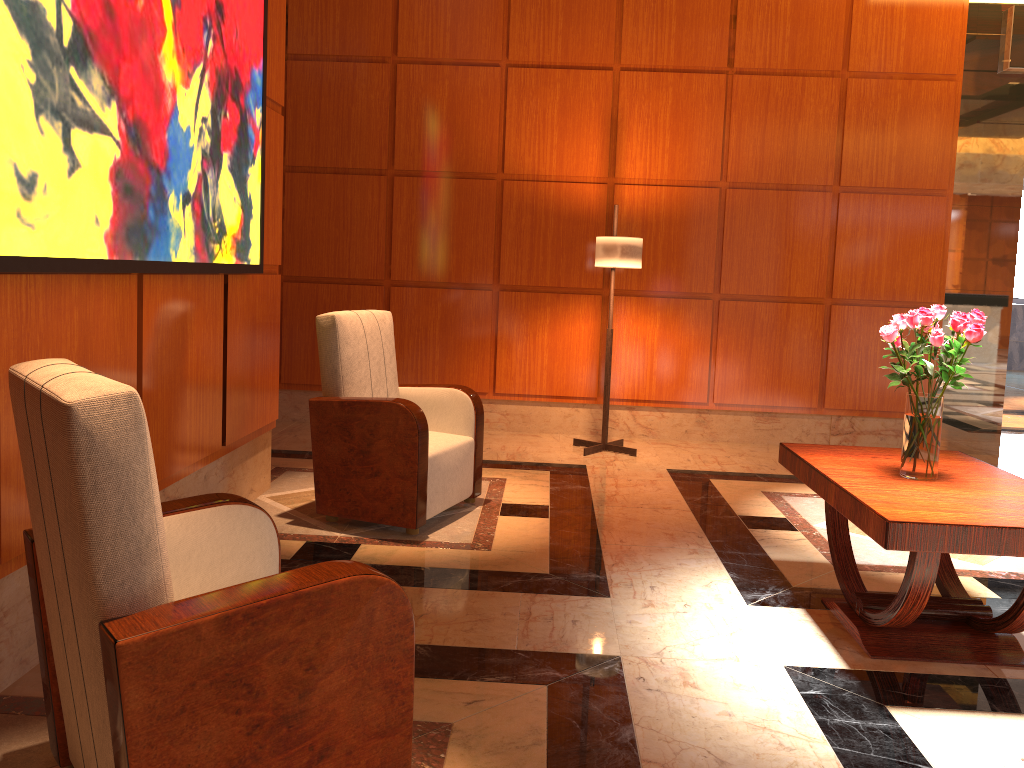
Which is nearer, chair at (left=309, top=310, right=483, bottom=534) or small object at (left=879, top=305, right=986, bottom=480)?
small object at (left=879, top=305, right=986, bottom=480)

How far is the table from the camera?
2.5m

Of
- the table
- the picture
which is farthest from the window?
the picture

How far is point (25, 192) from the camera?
2.2 meters

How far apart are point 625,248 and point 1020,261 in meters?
10.9

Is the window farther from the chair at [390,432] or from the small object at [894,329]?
the small object at [894,329]

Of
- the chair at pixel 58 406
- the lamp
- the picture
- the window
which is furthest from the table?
the window

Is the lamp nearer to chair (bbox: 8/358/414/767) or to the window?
chair (bbox: 8/358/414/767)

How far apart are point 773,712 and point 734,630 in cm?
57

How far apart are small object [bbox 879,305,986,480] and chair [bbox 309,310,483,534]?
1.9 meters
